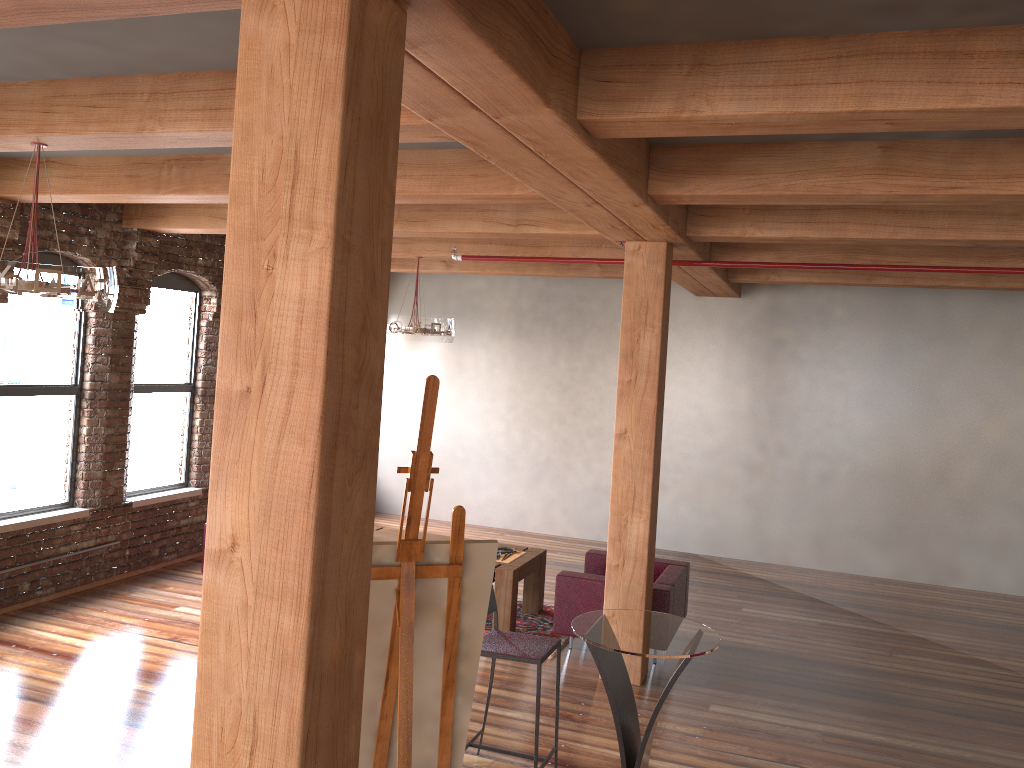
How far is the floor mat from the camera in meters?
7.2 m

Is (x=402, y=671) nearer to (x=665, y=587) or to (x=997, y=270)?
(x=665, y=587)

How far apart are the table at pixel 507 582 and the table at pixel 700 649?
2.4 meters

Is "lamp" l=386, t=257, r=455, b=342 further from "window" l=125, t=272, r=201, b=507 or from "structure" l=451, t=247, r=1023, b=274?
"structure" l=451, t=247, r=1023, b=274

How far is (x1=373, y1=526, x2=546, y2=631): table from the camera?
7.0m

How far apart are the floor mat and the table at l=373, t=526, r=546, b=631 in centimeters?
4cm

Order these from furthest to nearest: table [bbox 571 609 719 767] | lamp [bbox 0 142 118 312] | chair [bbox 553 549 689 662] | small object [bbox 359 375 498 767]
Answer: chair [bbox 553 549 689 662], table [bbox 571 609 719 767], lamp [bbox 0 142 118 312], small object [bbox 359 375 498 767]

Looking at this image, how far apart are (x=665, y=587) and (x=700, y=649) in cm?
244

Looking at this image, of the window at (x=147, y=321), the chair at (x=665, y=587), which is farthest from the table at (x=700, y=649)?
the window at (x=147, y=321)

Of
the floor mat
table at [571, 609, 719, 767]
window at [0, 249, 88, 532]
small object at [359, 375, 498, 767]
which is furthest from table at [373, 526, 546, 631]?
small object at [359, 375, 498, 767]
